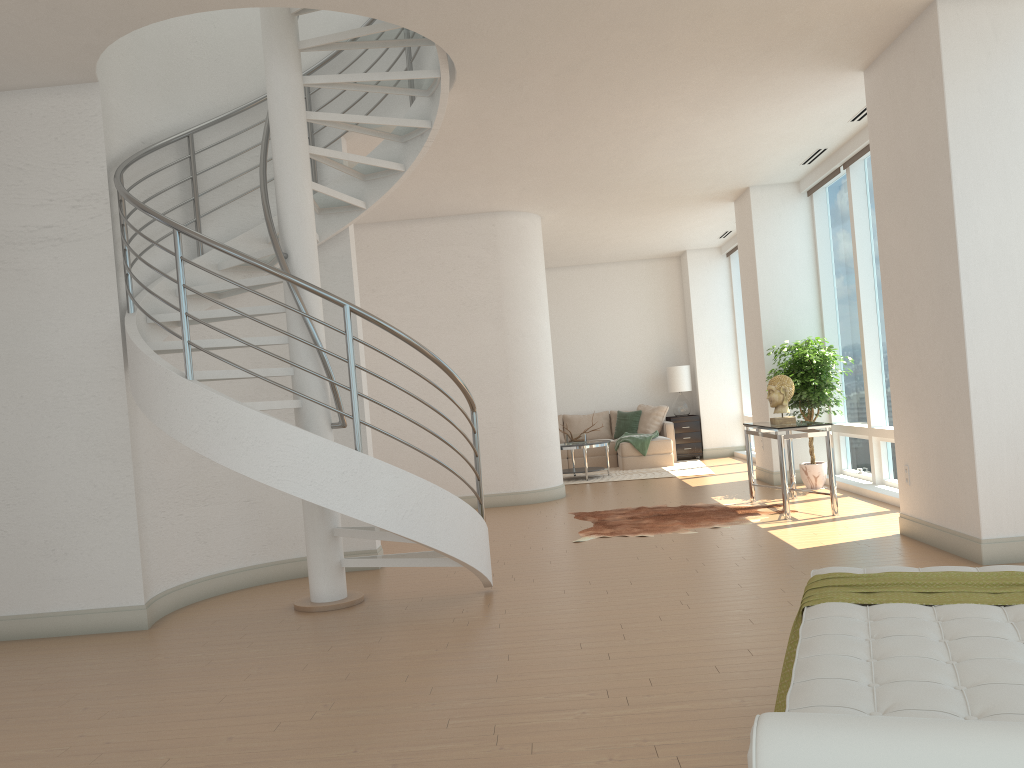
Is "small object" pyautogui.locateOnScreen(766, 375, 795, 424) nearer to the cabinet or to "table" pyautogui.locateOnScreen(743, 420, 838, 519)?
"table" pyautogui.locateOnScreen(743, 420, 838, 519)

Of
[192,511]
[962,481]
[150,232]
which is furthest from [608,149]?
[192,511]

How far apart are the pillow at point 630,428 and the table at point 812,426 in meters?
5.5 m

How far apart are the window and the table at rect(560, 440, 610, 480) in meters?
2.8

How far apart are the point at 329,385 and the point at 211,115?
2.2m

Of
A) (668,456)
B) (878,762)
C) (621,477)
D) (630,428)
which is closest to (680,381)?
(630,428)

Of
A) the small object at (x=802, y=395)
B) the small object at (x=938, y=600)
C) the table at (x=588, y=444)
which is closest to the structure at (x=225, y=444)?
the small object at (x=938, y=600)

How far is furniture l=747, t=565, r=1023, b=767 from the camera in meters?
1.3

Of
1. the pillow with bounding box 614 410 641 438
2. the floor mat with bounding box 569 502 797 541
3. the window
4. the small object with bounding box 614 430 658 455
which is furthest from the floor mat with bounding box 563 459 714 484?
the floor mat with bounding box 569 502 797 541

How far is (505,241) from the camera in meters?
10.2 m
